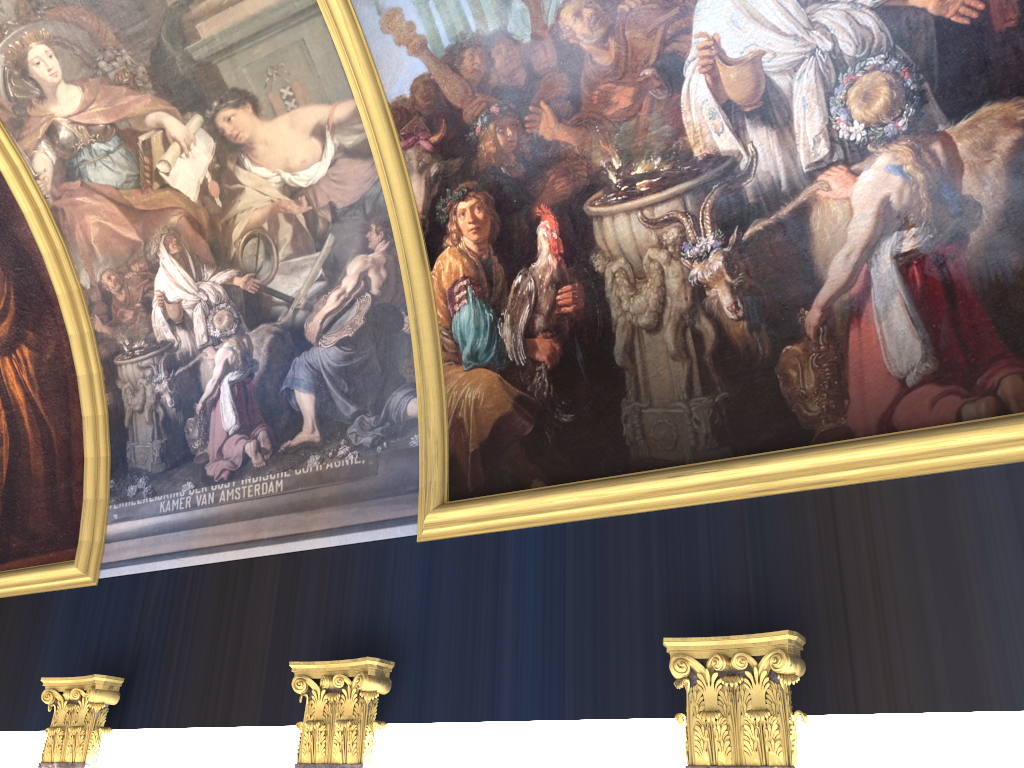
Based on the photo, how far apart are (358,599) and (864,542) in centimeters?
432cm

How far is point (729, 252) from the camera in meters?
7.0
